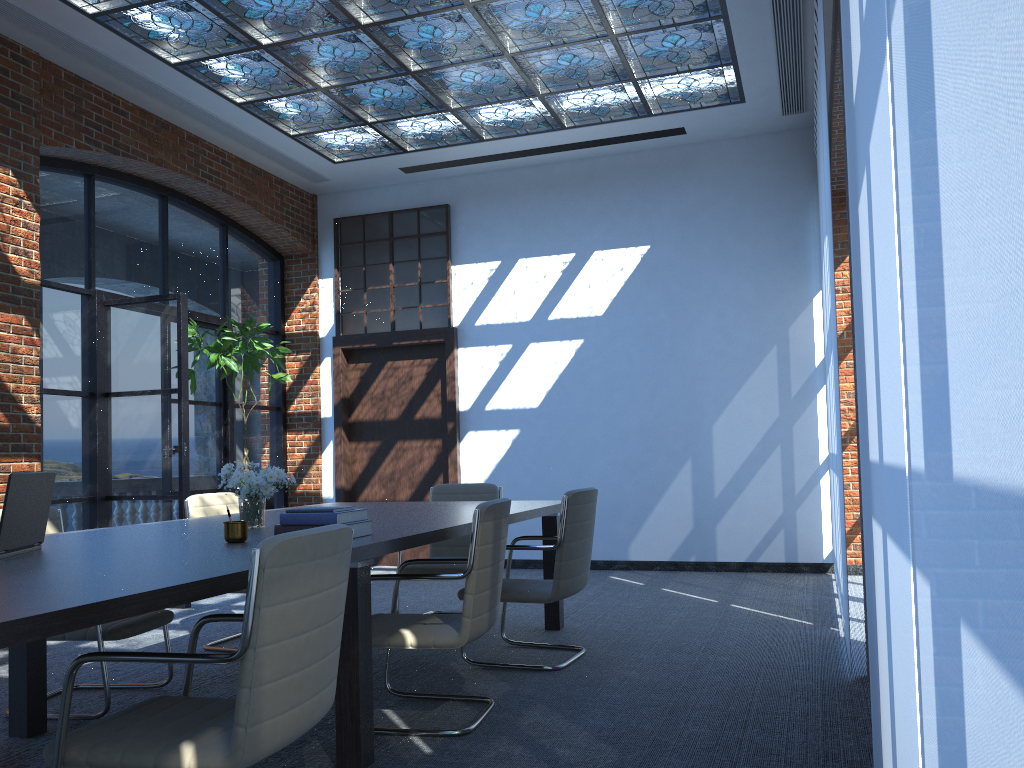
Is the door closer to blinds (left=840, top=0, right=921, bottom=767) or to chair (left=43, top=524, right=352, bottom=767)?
chair (left=43, top=524, right=352, bottom=767)

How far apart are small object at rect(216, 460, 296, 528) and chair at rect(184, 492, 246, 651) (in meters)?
1.42

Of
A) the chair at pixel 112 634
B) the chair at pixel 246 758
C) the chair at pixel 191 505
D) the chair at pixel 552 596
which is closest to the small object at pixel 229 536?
the chair at pixel 246 758

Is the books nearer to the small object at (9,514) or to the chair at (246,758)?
the chair at (246,758)

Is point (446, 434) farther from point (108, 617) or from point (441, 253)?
point (108, 617)

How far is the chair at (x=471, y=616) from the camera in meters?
3.5 m

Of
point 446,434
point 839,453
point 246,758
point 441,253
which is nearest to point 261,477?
point 246,758

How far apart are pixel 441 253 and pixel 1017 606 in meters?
8.8 m

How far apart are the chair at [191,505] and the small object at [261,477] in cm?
142

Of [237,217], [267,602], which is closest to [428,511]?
[267,602]
